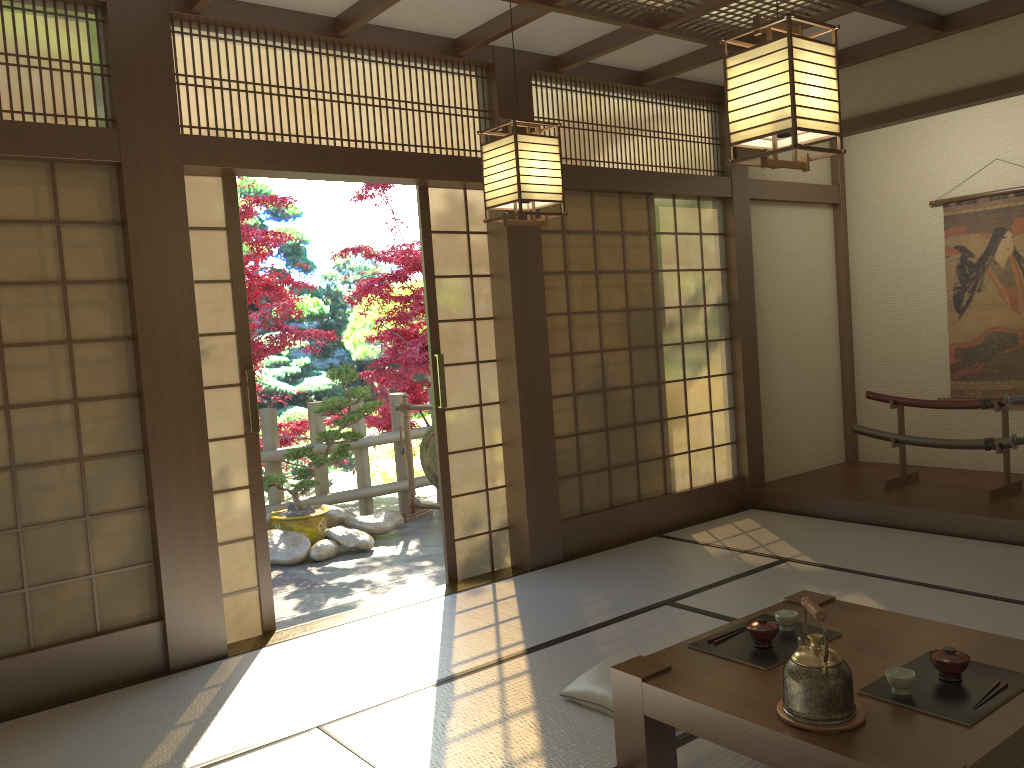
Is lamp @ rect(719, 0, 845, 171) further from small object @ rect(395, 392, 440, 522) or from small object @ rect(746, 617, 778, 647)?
small object @ rect(395, 392, 440, 522)

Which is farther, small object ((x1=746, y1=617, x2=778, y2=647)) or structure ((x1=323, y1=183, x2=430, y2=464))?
structure ((x1=323, y1=183, x2=430, y2=464))

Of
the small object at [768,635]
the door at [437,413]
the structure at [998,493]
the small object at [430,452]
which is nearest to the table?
the small object at [768,635]

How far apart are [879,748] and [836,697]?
0.1 meters

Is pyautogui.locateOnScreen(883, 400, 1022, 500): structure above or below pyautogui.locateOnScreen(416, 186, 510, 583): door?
below

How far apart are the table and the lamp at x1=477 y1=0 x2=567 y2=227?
1.6m

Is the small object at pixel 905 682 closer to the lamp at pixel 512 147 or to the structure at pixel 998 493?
the lamp at pixel 512 147

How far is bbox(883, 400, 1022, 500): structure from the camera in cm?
556

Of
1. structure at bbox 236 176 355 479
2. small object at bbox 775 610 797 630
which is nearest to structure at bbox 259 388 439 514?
structure at bbox 236 176 355 479

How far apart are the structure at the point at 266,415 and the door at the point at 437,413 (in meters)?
2.47
